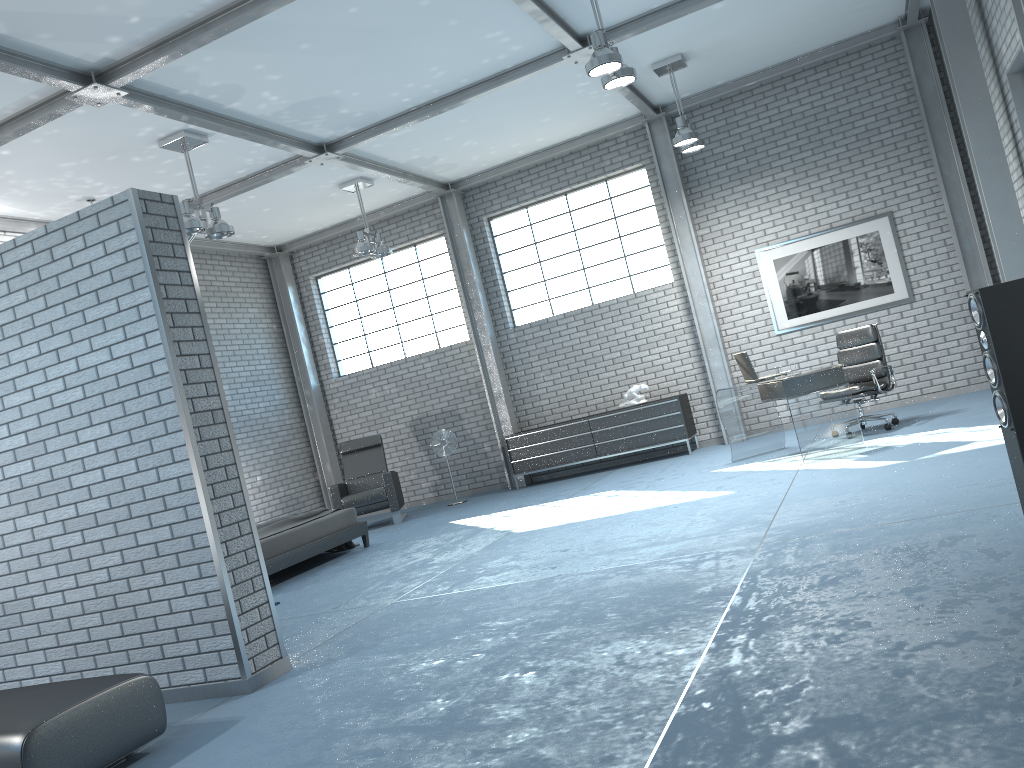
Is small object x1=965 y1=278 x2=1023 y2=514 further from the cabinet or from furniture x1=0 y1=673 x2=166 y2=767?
the cabinet

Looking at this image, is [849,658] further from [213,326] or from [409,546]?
[213,326]

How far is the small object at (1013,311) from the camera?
3.2 meters

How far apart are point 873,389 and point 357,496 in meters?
5.8 m

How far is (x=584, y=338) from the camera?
11.1m

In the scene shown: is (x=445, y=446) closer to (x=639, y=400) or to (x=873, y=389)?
(x=639, y=400)

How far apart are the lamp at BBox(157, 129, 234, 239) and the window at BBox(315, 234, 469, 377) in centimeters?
430cm

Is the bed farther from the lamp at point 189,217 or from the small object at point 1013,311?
the small object at point 1013,311

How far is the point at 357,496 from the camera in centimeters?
1044cm

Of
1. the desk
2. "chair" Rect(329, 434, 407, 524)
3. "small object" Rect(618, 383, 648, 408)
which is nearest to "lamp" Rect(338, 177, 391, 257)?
"chair" Rect(329, 434, 407, 524)
